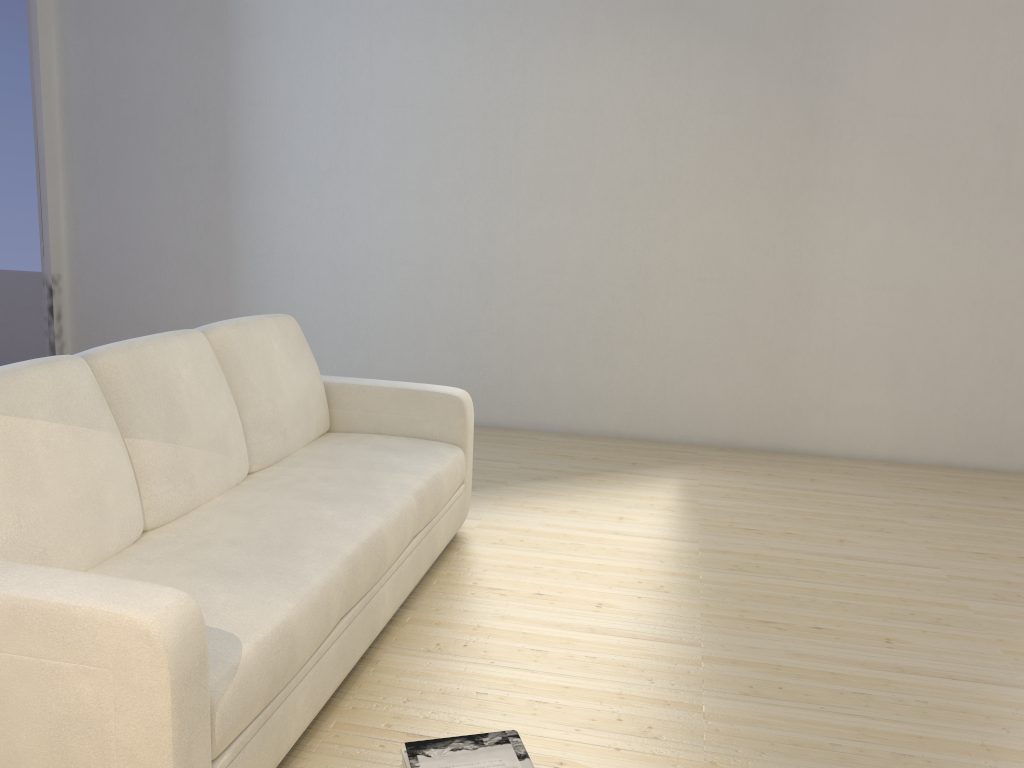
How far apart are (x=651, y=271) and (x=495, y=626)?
2.77m

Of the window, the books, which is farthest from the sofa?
the window

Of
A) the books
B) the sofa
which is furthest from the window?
the books

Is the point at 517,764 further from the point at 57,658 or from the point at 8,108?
the point at 8,108

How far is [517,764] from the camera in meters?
1.8 m

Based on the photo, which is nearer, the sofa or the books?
the sofa

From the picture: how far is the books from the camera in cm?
179

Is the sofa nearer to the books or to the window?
the books

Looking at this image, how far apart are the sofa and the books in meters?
0.3 m

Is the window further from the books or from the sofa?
the books
